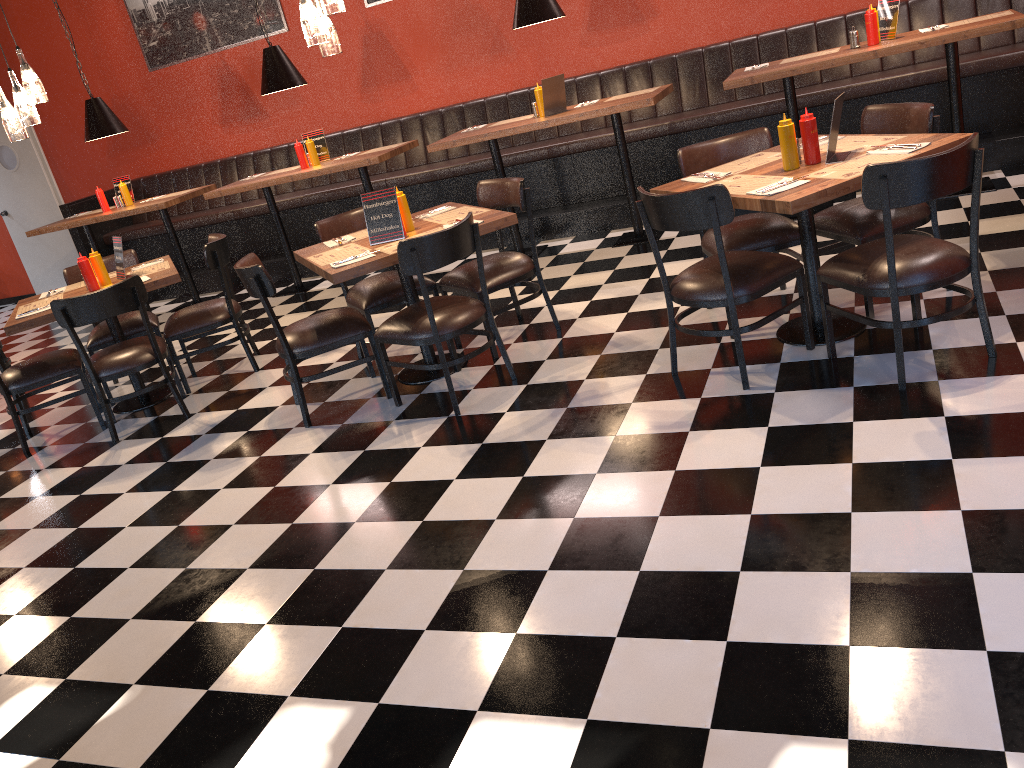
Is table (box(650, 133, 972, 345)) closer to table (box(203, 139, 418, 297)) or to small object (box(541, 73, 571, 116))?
small object (box(541, 73, 571, 116))

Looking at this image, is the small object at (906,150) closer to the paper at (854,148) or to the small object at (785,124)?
the paper at (854,148)

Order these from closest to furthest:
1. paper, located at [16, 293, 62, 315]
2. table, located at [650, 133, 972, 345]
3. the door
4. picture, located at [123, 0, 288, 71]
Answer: table, located at [650, 133, 972, 345] → paper, located at [16, 293, 62, 315] → picture, located at [123, 0, 288, 71] → the door

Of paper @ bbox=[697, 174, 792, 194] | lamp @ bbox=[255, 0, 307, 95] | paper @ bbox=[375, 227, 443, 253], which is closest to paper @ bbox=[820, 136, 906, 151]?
paper @ bbox=[697, 174, 792, 194]

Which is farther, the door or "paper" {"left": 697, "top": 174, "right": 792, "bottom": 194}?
the door

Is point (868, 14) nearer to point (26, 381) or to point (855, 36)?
point (855, 36)

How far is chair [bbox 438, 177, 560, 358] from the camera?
4.7 meters

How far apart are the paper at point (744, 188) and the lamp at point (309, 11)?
1.98m

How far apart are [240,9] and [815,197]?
6.9 meters

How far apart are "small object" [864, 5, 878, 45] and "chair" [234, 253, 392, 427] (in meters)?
3.54
